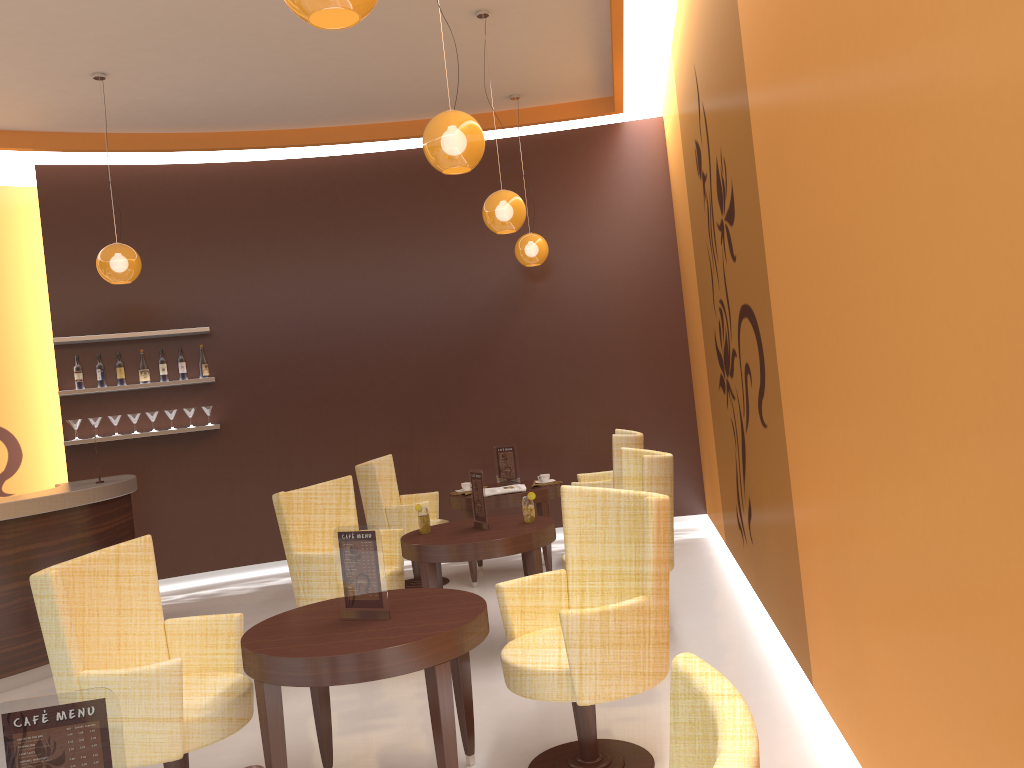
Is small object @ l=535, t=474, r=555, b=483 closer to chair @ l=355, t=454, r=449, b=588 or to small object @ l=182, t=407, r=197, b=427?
chair @ l=355, t=454, r=449, b=588

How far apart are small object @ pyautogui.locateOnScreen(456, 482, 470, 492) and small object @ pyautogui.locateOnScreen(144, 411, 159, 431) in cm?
295

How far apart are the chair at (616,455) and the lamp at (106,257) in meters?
3.6 m

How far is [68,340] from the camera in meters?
7.4

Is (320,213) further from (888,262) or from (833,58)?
(888,262)

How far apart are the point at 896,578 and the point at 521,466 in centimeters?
618cm

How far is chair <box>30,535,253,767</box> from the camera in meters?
2.9 m

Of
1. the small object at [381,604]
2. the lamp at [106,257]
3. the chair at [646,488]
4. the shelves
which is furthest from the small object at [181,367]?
the small object at [381,604]

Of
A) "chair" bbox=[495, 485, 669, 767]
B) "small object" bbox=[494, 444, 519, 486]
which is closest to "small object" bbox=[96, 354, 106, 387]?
"small object" bbox=[494, 444, 519, 486]

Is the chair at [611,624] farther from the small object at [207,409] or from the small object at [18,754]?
the small object at [207,409]
